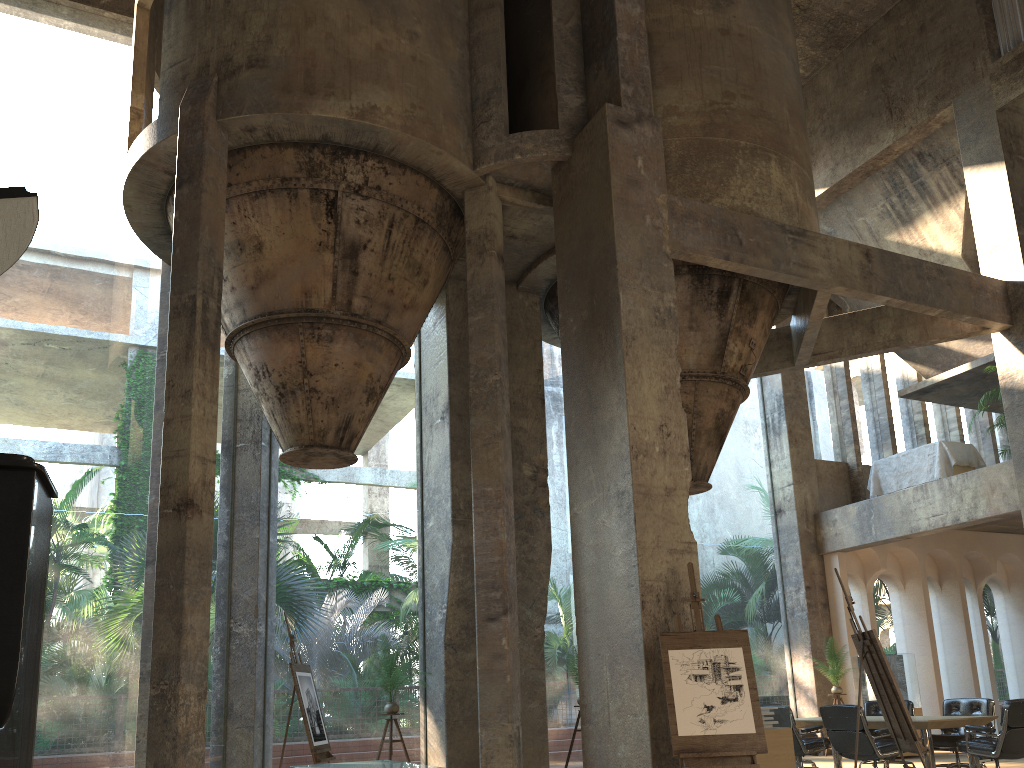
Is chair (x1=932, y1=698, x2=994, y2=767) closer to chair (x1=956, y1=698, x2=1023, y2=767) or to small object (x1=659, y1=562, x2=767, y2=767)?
chair (x1=956, y1=698, x2=1023, y2=767)

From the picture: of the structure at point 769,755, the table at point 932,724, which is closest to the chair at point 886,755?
the table at point 932,724

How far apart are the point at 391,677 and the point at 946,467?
9.3 meters

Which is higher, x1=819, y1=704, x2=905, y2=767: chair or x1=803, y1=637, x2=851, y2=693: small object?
x1=803, y1=637, x2=851, y2=693: small object

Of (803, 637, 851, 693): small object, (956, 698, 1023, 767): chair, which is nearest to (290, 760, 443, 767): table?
(956, 698, 1023, 767): chair

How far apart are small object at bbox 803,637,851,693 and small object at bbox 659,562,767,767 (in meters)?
7.66

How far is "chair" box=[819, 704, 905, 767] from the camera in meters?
8.8 m

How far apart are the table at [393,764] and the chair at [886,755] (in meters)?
4.64

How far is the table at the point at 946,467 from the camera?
13.7m

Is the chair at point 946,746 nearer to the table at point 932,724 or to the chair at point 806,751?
the table at point 932,724
